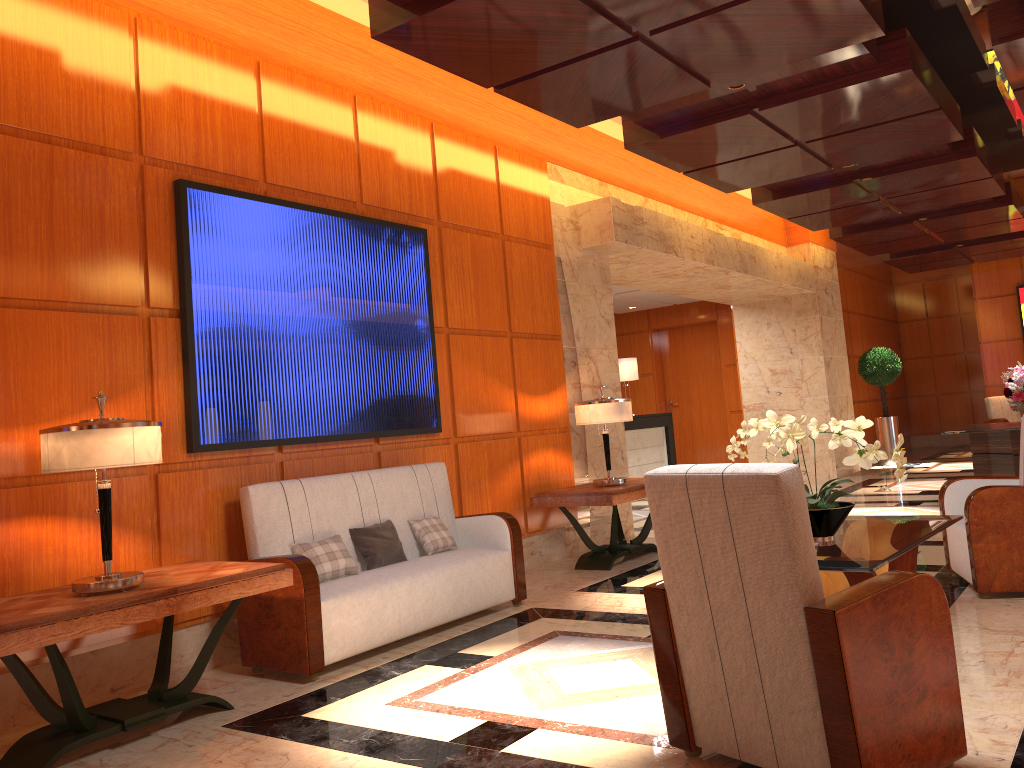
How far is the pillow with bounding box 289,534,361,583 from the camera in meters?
4.7

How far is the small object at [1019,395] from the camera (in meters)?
8.50

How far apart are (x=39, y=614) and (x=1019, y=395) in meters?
8.5 m

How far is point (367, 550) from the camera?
5.0m

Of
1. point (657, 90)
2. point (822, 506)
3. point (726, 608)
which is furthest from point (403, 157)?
point (726, 608)

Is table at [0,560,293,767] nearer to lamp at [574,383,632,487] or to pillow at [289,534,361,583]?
pillow at [289,534,361,583]

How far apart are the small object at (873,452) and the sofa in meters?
1.8 m

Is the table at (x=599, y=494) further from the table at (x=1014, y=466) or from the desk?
the desk

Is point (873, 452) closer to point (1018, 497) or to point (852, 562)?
point (852, 562)

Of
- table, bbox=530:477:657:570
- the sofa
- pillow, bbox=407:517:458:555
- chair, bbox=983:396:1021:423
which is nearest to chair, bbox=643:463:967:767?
the sofa
